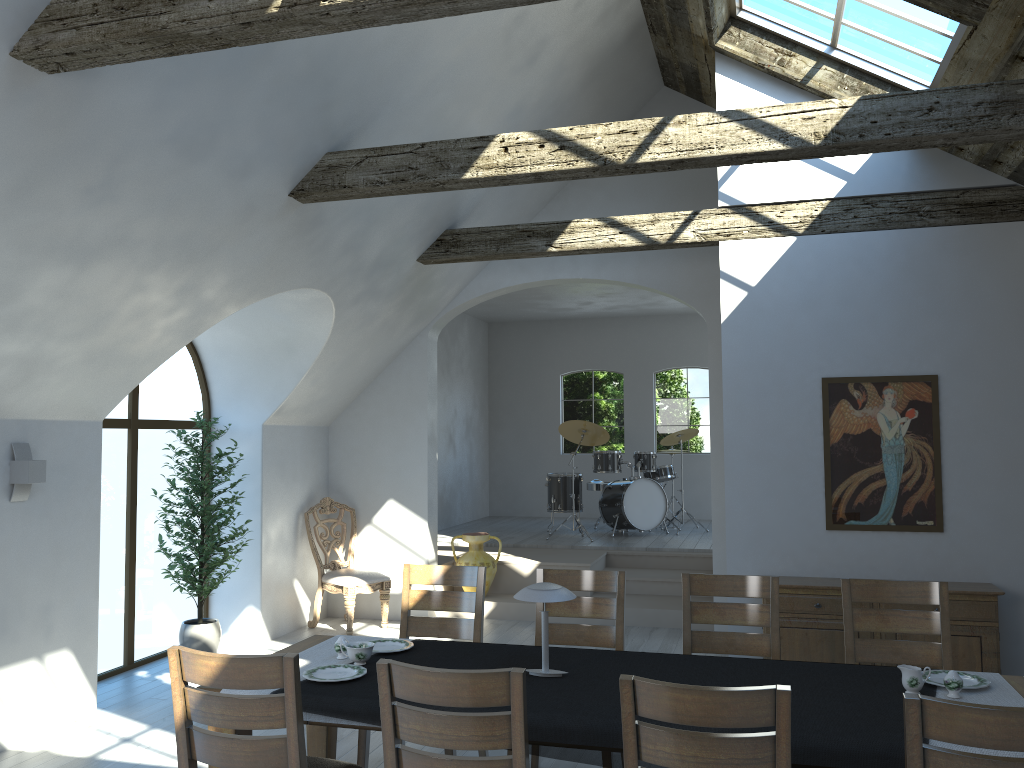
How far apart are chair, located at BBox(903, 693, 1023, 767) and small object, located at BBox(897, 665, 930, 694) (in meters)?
0.96

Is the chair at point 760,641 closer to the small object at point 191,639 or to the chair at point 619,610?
the chair at point 619,610

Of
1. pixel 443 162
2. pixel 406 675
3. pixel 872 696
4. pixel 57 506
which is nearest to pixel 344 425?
pixel 57 506

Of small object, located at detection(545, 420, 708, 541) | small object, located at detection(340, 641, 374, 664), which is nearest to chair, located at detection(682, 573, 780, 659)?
small object, located at detection(340, 641, 374, 664)

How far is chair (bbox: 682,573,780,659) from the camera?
4.26m

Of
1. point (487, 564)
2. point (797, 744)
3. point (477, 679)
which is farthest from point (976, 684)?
point (487, 564)

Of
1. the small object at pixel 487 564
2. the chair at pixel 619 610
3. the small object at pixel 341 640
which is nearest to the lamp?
the small object at pixel 341 640

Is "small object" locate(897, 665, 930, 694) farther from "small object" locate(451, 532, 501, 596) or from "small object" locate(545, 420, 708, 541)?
"small object" locate(545, 420, 708, 541)

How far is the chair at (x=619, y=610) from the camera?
4.5m

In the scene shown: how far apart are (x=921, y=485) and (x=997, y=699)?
3.0m
